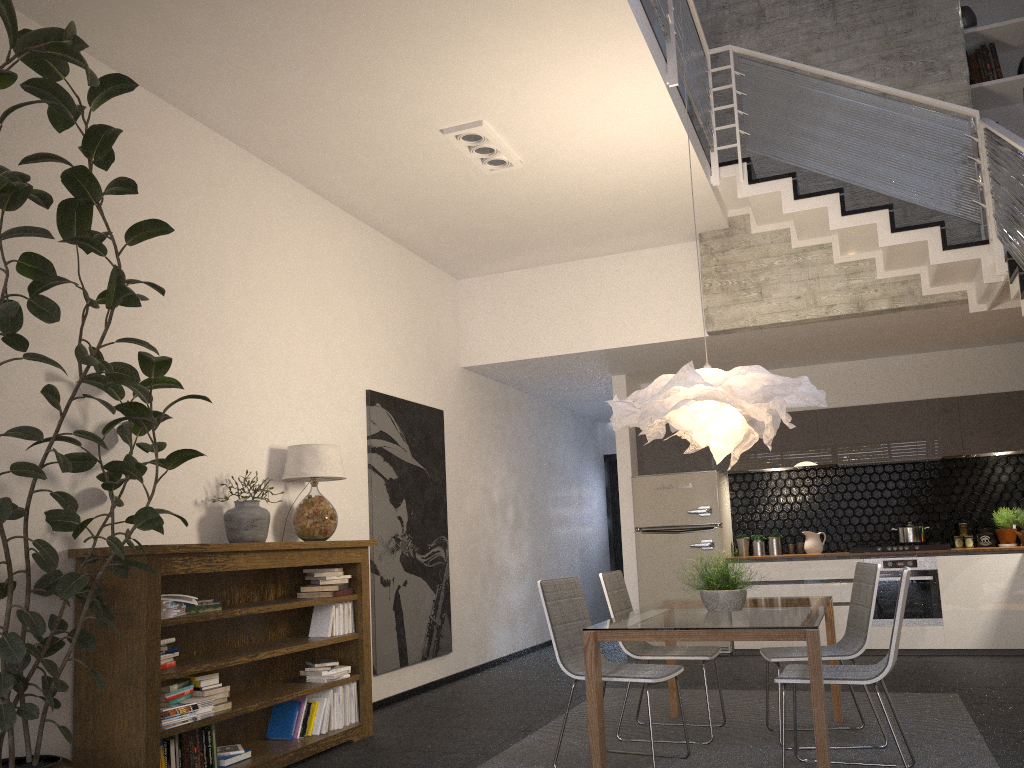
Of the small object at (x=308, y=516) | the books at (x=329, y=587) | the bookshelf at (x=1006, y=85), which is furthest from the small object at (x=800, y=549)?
the books at (x=329, y=587)

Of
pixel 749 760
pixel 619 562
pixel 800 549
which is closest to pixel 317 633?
pixel 749 760

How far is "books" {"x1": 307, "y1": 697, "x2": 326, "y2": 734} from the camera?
4.89m

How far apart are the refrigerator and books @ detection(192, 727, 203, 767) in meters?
5.0 m

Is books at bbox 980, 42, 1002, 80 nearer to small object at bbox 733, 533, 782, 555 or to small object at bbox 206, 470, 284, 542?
→ small object at bbox 733, 533, 782, 555

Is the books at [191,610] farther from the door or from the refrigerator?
the door

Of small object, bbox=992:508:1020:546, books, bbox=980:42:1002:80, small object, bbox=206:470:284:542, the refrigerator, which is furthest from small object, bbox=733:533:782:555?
small object, bbox=206:470:284:542

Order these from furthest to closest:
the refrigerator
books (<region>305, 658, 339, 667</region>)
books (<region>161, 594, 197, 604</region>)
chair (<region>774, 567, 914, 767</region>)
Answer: the refrigerator < books (<region>305, 658, 339, 667</region>) < books (<region>161, 594, 197, 604</region>) < chair (<region>774, 567, 914, 767</region>)

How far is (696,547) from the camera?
8.22m

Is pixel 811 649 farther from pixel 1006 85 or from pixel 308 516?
pixel 1006 85
